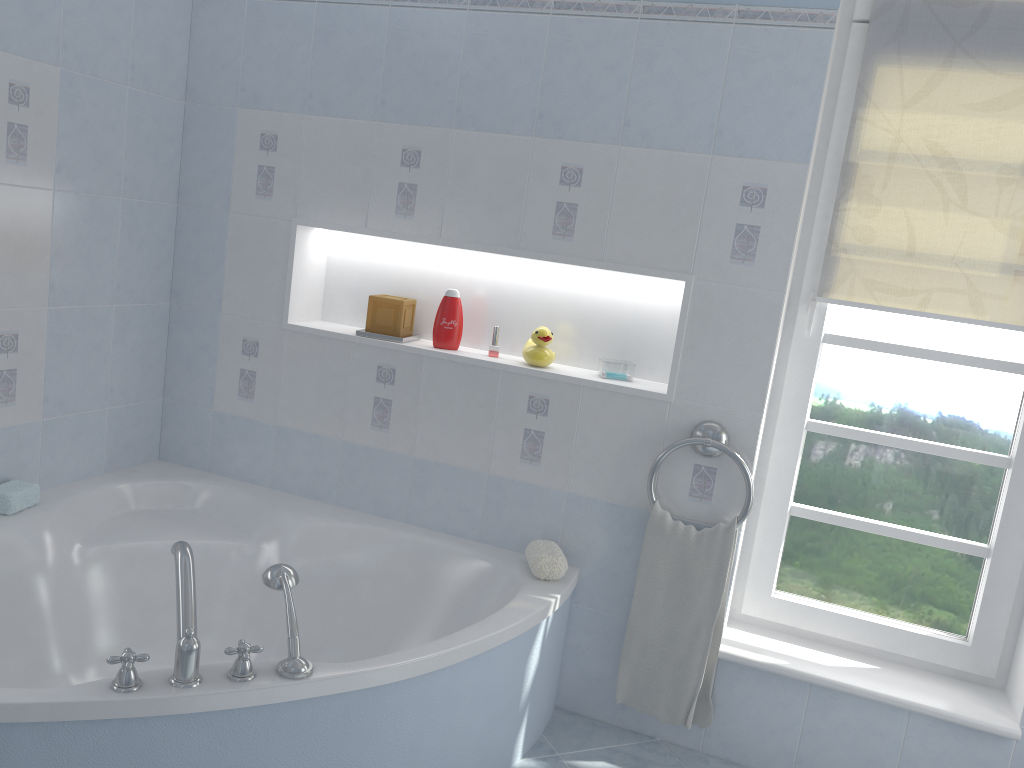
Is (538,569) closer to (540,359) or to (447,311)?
(540,359)

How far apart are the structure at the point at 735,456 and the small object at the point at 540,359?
0.44m

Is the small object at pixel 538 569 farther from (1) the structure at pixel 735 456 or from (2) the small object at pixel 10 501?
(2) the small object at pixel 10 501

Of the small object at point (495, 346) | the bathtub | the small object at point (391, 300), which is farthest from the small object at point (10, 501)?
the small object at point (495, 346)

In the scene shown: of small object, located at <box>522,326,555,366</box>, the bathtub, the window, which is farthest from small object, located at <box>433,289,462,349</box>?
the window

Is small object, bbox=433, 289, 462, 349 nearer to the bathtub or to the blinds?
the bathtub

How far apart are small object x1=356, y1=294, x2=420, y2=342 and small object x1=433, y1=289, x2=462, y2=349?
0.1 meters

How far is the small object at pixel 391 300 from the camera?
2.8m

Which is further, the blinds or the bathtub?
the blinds

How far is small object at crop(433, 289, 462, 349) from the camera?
2.7 meters
